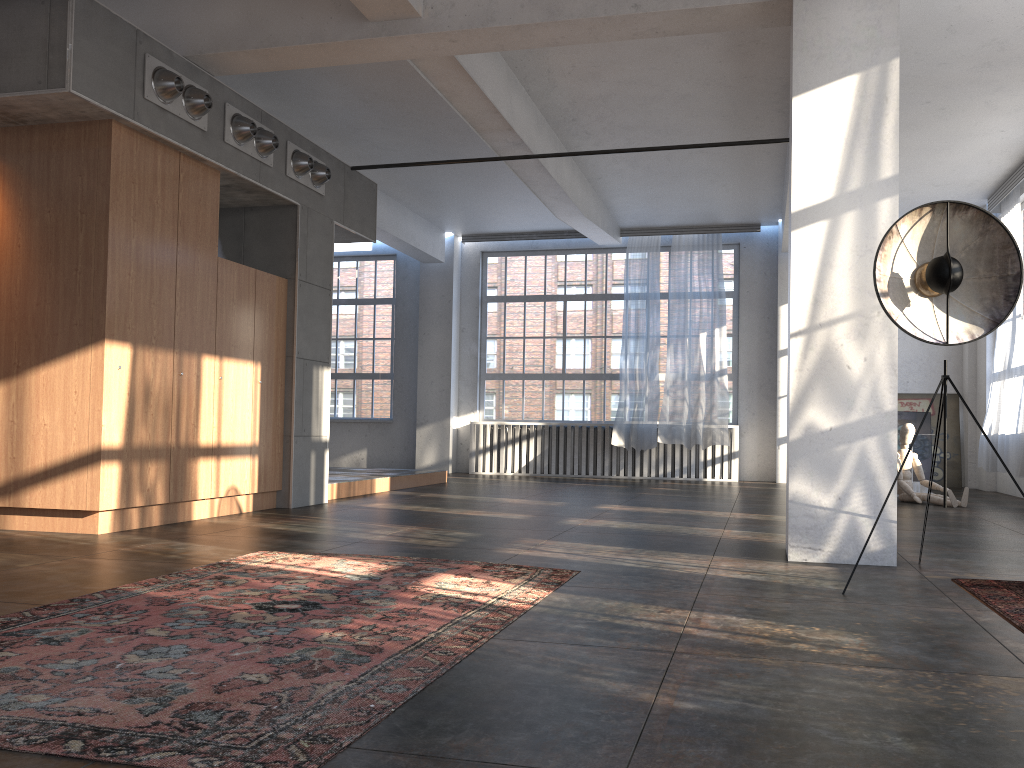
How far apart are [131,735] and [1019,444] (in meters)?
10.21

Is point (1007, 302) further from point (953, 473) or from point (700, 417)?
point (953, 473)

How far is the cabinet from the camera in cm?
588

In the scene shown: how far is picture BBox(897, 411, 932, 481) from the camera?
12.8m

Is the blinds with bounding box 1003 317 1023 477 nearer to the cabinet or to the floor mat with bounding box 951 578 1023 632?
the floor mat with bounding box 951 578 1023 632

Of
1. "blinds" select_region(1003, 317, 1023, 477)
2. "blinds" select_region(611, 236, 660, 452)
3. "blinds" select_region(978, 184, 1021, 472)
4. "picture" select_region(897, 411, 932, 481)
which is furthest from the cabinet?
"picture" select_region(897, 411, 932, 481)

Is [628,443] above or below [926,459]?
above

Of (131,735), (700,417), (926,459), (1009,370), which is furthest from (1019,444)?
(131,735)

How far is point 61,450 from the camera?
5.9 meters

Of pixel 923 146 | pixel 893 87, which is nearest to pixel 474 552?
pixel 893 87
